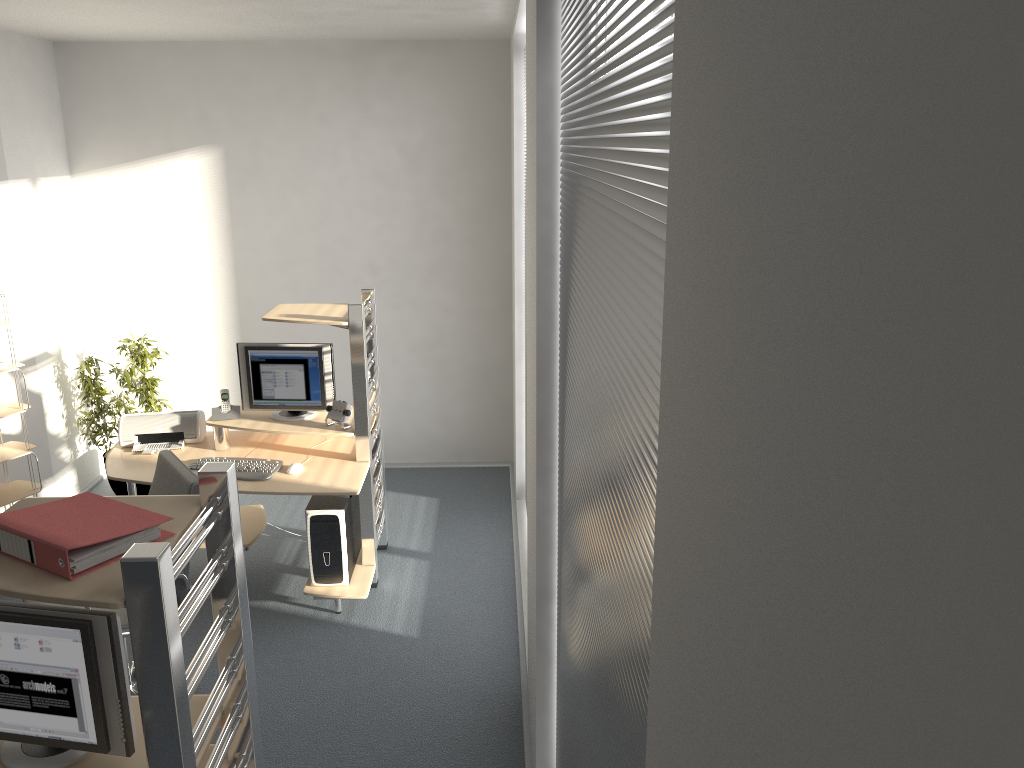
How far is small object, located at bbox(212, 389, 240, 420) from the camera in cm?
482

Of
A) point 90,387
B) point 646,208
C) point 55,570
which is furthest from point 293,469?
point 646,208

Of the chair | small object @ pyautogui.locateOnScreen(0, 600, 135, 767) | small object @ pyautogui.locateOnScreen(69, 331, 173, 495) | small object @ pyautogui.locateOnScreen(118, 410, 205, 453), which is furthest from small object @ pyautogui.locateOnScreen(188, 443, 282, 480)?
small object @ pyautogui.locateOnScreen(0, 600, 135, 767)

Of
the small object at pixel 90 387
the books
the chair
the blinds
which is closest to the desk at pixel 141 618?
the books

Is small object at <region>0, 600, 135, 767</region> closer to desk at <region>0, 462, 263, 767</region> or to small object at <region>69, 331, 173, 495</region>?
desk at <region>0, 462, 263, 767</region>

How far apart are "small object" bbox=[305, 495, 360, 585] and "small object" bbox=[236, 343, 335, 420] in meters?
0.5 m

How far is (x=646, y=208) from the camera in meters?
1.1 m

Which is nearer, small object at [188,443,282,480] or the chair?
the chair

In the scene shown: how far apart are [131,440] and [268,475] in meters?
Result: 1.0 m

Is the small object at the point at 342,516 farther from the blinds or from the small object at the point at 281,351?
the blinds
